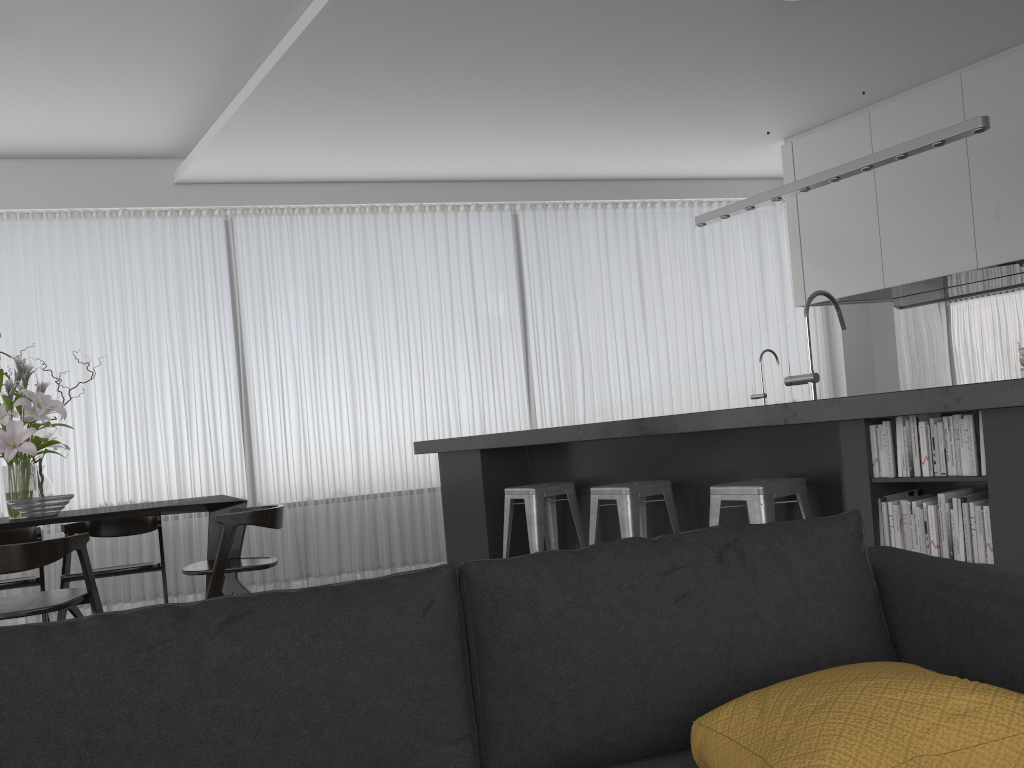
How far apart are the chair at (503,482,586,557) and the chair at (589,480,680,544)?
0.4 meters

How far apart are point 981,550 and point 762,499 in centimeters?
77cm

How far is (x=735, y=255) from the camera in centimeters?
764cm

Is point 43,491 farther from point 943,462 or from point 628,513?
point 943,462

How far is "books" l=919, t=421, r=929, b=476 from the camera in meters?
2.7 m

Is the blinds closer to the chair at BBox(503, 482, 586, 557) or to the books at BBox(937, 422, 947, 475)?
the chair at BBox(503, 482, 586, 557)

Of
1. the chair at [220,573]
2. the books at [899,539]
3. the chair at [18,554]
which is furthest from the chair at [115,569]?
the books at [899,539]

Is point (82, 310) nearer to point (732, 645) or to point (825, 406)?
point (825, 406)

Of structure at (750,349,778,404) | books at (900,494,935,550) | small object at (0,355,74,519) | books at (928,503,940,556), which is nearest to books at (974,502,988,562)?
books at (928,503,940,556)

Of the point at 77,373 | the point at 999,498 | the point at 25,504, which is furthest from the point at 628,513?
the point at 77,373
